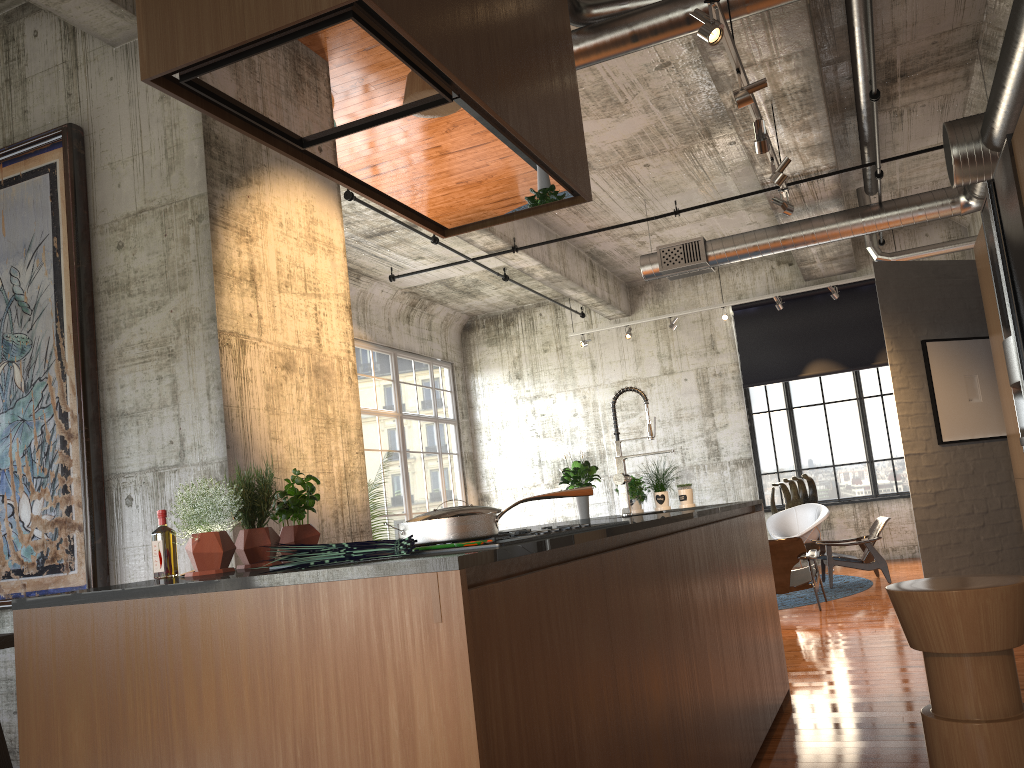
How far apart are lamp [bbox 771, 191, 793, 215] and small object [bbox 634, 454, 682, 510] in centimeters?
303cm

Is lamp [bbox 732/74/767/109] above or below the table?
above

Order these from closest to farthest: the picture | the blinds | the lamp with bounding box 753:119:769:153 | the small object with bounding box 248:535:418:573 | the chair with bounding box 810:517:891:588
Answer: the small object with bounding box 248:535:418:573 → the picture → the lamp with bounding box 753:119:769:153 → the chair with bounding box 810:517:891:588 → the blinds

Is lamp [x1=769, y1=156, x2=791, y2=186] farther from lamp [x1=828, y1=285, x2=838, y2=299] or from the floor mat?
lamp [x1=828, y1=285, x2=838, y2=299]

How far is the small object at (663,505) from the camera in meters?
5.8 m

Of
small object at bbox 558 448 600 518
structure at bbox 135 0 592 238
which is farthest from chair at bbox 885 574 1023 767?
small object at bbox 558 448 600 518

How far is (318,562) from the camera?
2.05m

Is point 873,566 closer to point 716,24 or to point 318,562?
point 716,24

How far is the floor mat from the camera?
10.1 meters

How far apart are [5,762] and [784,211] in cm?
671
